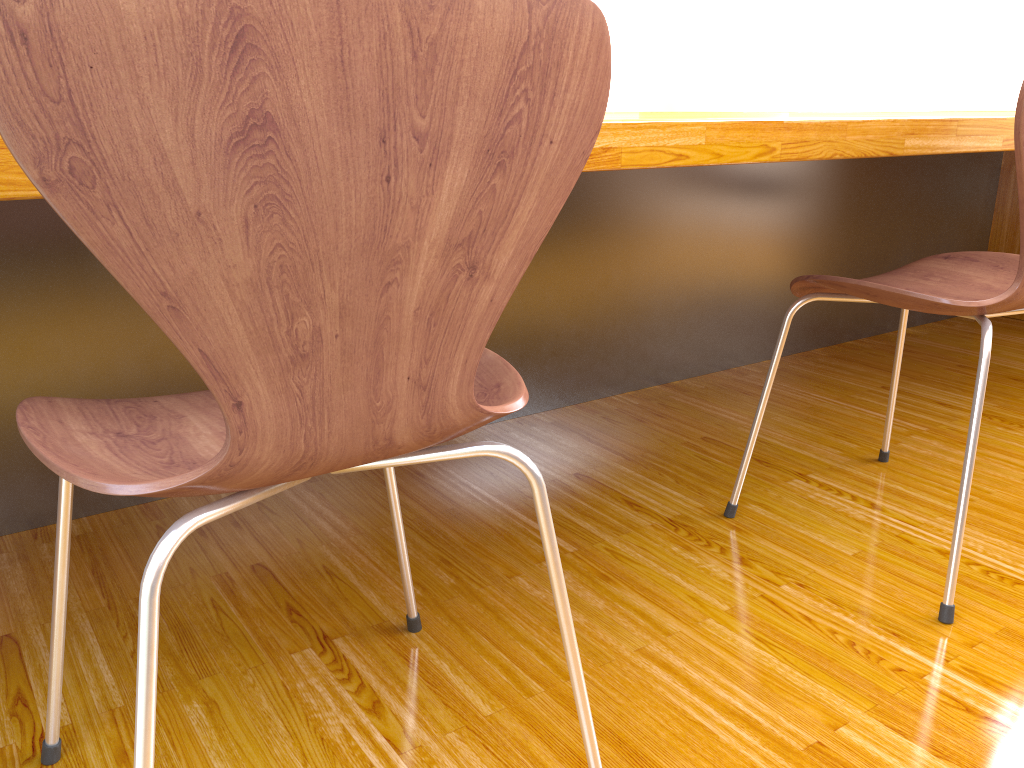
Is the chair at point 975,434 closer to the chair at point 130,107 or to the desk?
the desk

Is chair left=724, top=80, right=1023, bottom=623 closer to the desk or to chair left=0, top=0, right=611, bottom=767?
the desk

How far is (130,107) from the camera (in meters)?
0.45

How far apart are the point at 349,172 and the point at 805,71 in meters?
4.3

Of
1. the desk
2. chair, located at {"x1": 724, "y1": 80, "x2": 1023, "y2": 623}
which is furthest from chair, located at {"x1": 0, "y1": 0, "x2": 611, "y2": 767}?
chair, located at {"x1": 724, "y1": 80, "x2": 1023, "y2": 623}

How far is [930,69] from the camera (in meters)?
3.76

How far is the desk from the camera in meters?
1.1 m

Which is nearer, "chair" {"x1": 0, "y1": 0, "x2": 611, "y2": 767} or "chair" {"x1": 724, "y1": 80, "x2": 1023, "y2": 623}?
"chair" {"x1": 0, "y1": 0, "x2": 611, "y2": 767}

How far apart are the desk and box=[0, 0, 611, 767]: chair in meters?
0.2

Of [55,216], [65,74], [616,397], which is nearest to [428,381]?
[65,74]
